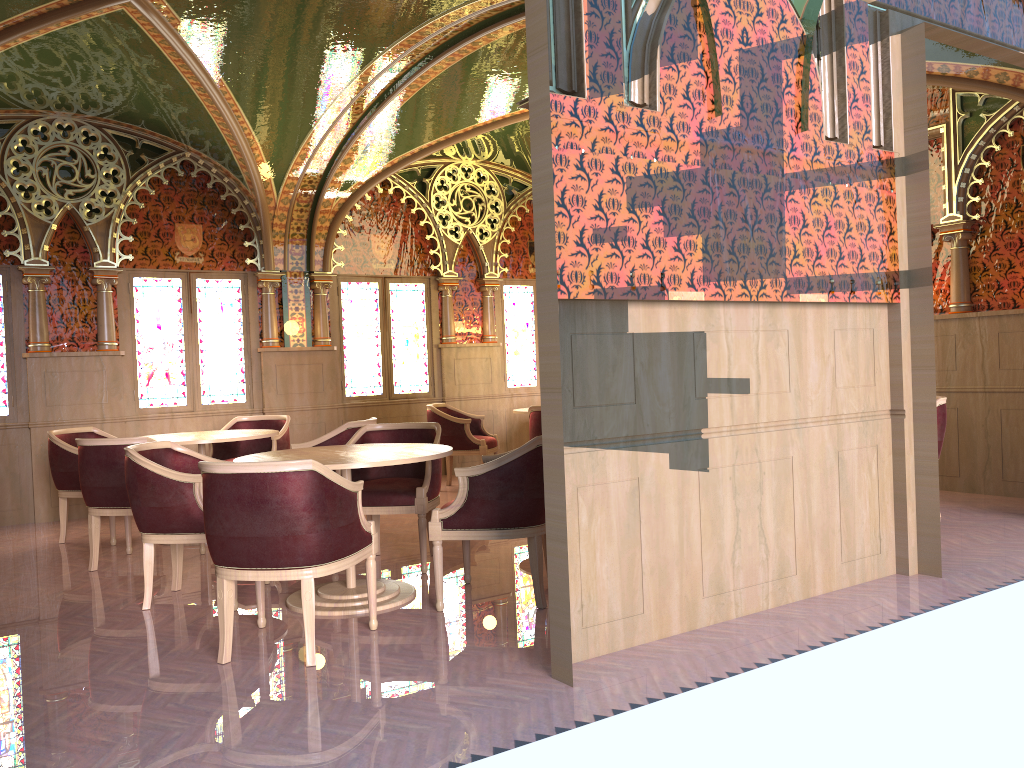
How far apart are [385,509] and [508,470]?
1.22m

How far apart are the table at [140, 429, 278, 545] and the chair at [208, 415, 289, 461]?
0.50m

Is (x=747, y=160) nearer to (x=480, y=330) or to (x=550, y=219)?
(x=550, y=219)

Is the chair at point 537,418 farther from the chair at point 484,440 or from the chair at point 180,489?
the chair at point 180,489

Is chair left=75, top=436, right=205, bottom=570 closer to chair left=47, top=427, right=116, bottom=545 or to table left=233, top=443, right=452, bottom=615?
chair left=47, top=427, right=116, bottom=545

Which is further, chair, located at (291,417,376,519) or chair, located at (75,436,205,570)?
chair, located at (291,417,376,519)

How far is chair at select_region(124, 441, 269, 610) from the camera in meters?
4.5 m

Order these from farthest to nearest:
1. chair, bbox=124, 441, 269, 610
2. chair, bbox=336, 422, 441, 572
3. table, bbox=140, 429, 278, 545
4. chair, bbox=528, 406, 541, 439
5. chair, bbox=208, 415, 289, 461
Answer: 1. chair, bbox=528, 406, 541, 439
2. chair, bbox=208, 415, 289, 461
3. table, bbox=140, 429, 278, 545
4. chair, bbox=336, 422, 441, 572
5. chair, bbox=124, 441, 269, 610

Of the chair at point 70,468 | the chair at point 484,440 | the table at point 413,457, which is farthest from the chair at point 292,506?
the chair at point 484,440

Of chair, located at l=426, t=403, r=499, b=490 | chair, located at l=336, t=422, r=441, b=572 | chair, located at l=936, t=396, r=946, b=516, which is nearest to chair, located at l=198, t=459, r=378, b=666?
chair, located at l=336, t=422, r=441, b=572
